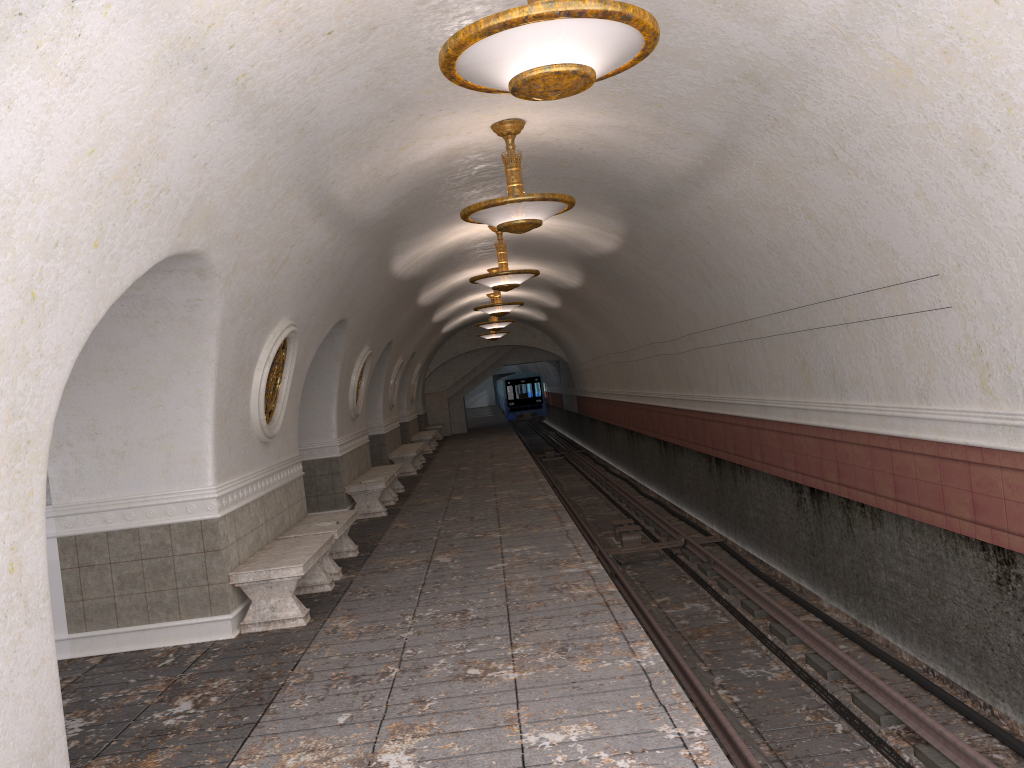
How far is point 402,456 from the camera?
19.2 meters

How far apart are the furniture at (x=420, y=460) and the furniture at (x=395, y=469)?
5.23m

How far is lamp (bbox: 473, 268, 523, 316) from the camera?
17.0 meters

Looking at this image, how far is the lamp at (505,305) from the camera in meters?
17.0 m

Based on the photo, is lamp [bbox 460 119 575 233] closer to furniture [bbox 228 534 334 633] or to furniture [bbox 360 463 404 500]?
furniture [bbox 228 534 334 633]

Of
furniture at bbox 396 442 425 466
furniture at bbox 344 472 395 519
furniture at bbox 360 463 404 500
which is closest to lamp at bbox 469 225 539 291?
furniture at bbox 344 472 395 519

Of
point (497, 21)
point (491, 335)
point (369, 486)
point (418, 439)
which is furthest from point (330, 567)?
point (491, 335)

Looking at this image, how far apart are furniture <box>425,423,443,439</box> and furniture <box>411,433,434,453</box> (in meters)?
5.02

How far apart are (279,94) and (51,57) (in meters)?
1.88

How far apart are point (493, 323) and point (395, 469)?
7.33m
